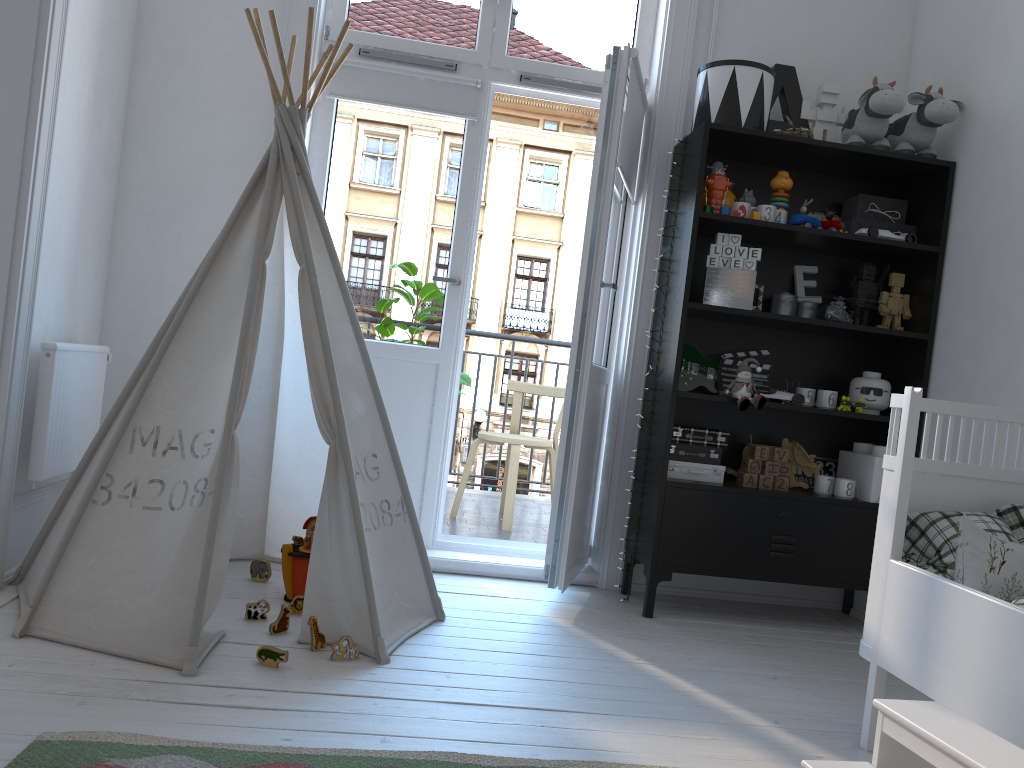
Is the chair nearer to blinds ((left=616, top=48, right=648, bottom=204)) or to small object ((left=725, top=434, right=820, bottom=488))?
small object ((left=725, top=434, right=820, bottom=488))

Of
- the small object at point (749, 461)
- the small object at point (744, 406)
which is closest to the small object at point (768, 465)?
the small object at point (749, 461)

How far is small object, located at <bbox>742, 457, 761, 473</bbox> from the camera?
3.11m

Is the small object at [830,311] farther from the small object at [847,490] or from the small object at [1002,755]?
the small object at [1002,755]

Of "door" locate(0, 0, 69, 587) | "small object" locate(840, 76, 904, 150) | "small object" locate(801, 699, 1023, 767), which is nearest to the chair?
"small object" locate(840, 76, 904, 150)

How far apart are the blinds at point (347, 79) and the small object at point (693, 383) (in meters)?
1.20

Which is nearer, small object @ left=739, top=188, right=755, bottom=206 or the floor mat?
the floor mat

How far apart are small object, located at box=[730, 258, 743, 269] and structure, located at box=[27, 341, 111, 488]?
2.1m

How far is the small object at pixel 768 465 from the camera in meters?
3.1 m

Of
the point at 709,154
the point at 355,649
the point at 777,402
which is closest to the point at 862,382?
the point at 777,402
